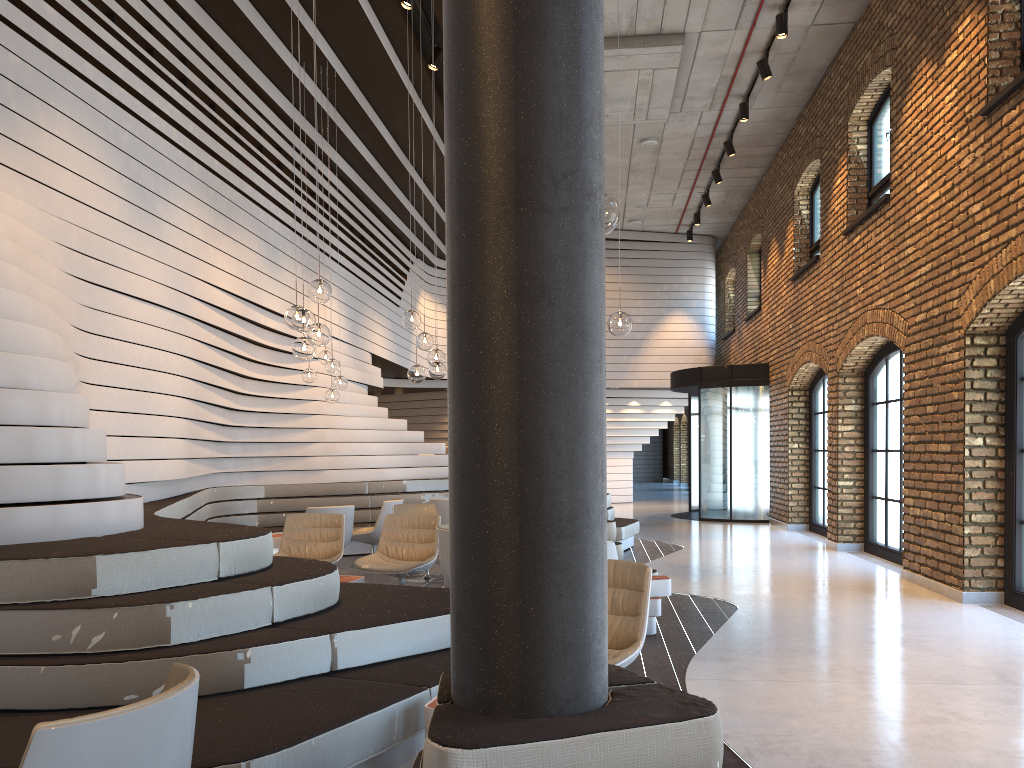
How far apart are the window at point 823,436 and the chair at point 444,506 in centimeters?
603cm

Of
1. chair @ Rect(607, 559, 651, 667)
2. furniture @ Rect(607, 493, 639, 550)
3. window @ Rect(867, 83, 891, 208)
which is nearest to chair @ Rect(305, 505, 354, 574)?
furniture @ Rect(607, 493, 639, 550)

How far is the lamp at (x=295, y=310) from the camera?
6.0 meters

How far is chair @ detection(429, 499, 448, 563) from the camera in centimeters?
998cm

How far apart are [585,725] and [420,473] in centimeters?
1096cm

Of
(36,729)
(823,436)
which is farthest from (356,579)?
(823,436)

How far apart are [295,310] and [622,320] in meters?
2.2 m

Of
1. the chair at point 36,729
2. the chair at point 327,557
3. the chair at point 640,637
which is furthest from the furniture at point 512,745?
the chair at point 327,557

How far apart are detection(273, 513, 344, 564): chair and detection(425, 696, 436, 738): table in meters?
4.2

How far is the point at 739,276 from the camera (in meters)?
18.65
